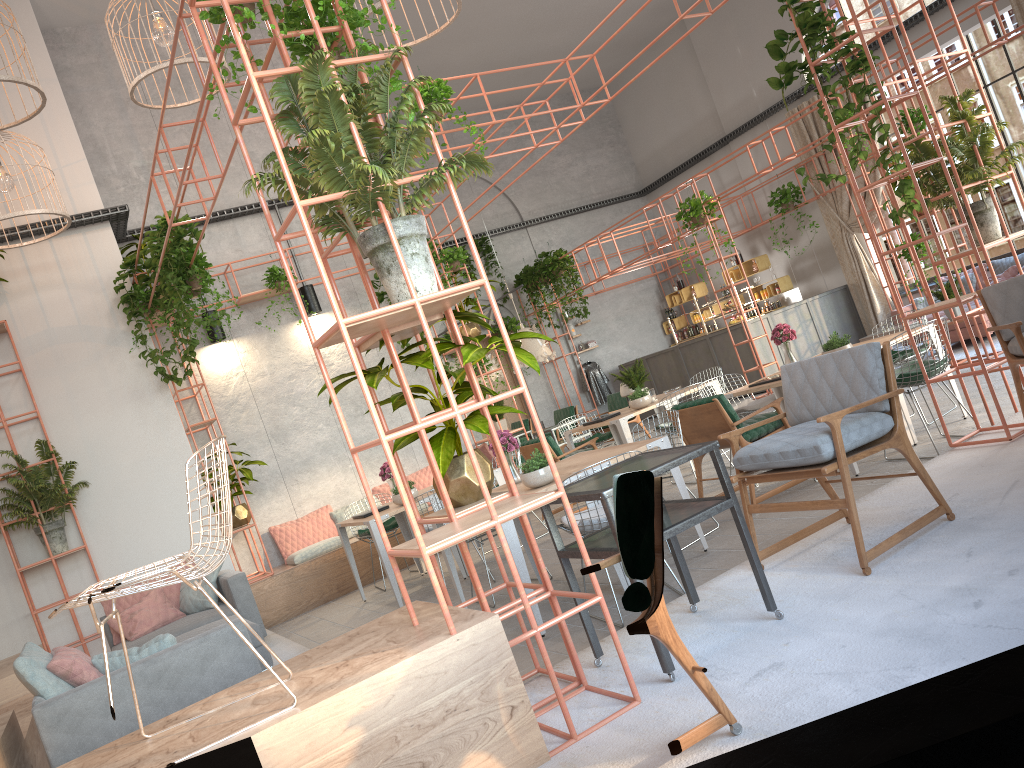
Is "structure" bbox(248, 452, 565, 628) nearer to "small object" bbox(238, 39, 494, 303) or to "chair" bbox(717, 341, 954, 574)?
"chair" bbox(717, 341, 954, 574)

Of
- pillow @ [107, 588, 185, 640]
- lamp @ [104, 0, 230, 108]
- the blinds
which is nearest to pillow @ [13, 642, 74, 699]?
pillow @ [107, 588, 185, 640]

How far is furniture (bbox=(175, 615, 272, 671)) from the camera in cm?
594

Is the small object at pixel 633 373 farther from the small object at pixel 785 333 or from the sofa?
the sofa

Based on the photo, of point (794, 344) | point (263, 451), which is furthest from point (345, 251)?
point (794, 344)

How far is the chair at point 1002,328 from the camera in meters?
5.0 m

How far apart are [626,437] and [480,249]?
9.4 meters

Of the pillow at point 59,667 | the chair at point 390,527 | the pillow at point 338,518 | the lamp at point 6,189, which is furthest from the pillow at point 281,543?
the pillow at point 59,667

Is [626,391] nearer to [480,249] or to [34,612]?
[34,612]

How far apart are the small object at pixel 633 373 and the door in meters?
8.5
